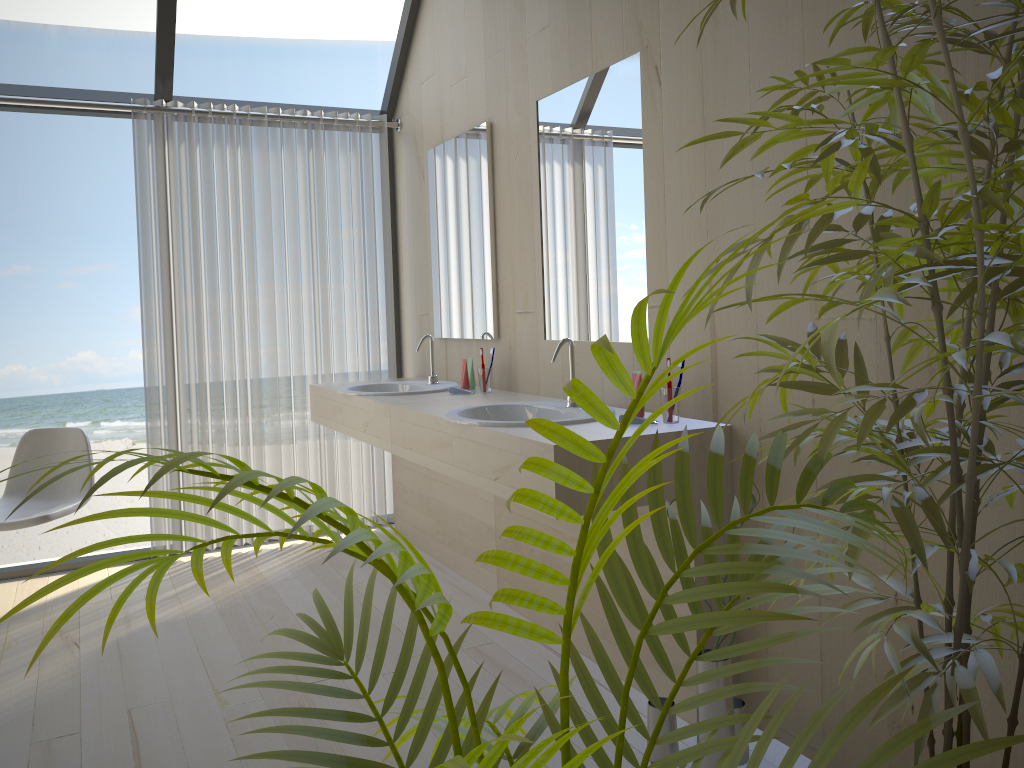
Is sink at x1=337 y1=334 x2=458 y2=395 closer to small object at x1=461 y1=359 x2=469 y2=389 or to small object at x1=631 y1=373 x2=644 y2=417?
small object at x1=461 y1=359 x2=469 y2=389

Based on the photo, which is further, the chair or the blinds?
the blinds

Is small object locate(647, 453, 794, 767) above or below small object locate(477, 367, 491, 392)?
below

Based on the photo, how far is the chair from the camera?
3.4m

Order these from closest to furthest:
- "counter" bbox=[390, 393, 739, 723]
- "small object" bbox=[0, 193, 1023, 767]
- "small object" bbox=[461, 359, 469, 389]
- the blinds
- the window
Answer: "small object" bbox=[0, 193, 1023, 767] → "counter" bbox=[390, 393, 739, 723] → "small object" bbox=[461, 359, 469, 389] → the window → the blinds

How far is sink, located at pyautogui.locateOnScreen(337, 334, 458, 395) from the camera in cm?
361

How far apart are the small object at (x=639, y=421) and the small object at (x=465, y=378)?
1.3 meters

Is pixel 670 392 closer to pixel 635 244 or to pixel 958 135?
pixel 635 244

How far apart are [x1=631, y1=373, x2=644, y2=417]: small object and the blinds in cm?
224

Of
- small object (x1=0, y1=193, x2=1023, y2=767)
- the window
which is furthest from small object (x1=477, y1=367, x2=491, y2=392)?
small object (x1=0, y1=193, x2=1023, y2=767)
